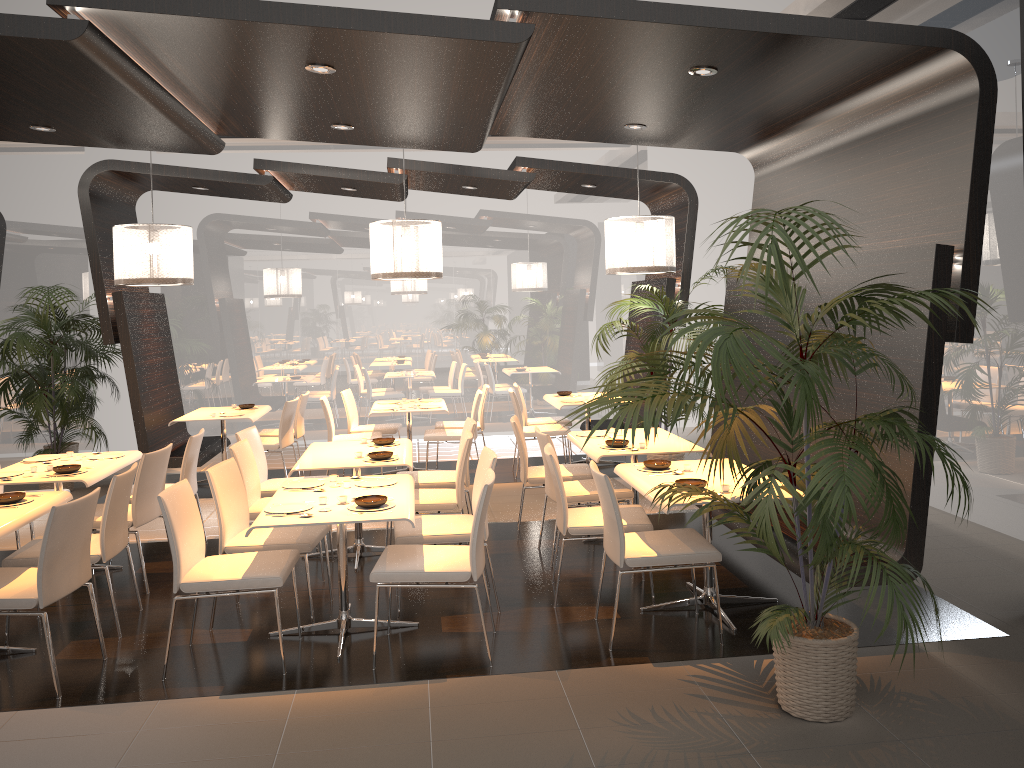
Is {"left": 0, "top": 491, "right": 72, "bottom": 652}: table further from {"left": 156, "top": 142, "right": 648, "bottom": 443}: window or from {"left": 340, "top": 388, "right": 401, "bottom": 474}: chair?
{"left": 156, "top": 142, "right": 648, "bottom": 443}: window

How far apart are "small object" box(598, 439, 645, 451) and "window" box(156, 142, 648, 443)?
5.49m

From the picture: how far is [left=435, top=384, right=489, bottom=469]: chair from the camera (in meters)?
9.49

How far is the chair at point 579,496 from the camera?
5.9m

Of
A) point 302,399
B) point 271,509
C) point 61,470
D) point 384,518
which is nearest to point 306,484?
point 271,509

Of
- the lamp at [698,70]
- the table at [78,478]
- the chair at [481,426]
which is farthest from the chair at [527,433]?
the lamp at [698,70]

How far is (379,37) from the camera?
4.0m

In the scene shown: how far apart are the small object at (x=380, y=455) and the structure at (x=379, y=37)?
2.2 meters

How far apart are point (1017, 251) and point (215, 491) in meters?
5.2 m

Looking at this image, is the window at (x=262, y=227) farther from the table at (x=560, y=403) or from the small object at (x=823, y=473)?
the small object at (x=823, y=473)
